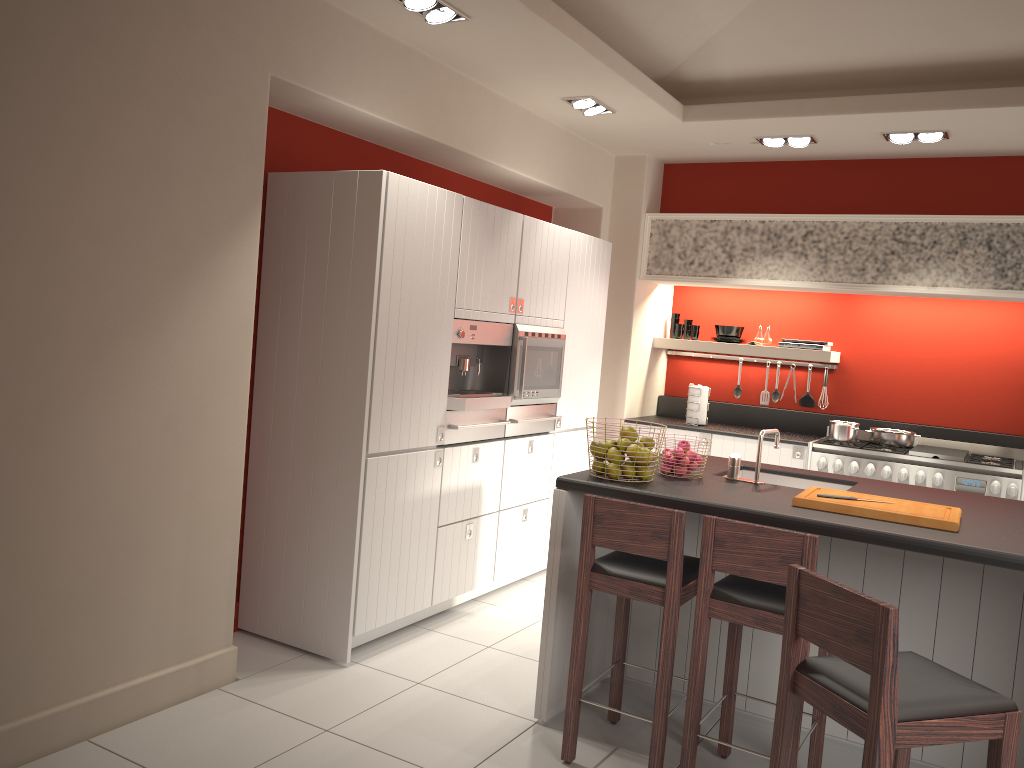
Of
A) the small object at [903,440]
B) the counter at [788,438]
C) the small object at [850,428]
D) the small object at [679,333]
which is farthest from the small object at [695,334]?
the small object at [903,440]

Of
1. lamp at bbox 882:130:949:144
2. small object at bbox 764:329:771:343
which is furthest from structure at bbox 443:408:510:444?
lamp at bbox 882:130:949:144

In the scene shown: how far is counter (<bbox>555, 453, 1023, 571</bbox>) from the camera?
2.9m

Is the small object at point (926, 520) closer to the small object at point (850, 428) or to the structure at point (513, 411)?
the structure at point (513, 411)

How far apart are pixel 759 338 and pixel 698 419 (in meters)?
0.81

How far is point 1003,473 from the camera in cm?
551

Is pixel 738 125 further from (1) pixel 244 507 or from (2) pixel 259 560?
(2) pixel 259 560

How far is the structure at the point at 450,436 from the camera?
4.63m

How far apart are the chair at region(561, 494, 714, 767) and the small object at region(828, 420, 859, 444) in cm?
301

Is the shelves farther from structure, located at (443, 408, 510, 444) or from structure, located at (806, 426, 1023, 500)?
structure, located at (443, 408, 510, 444)
